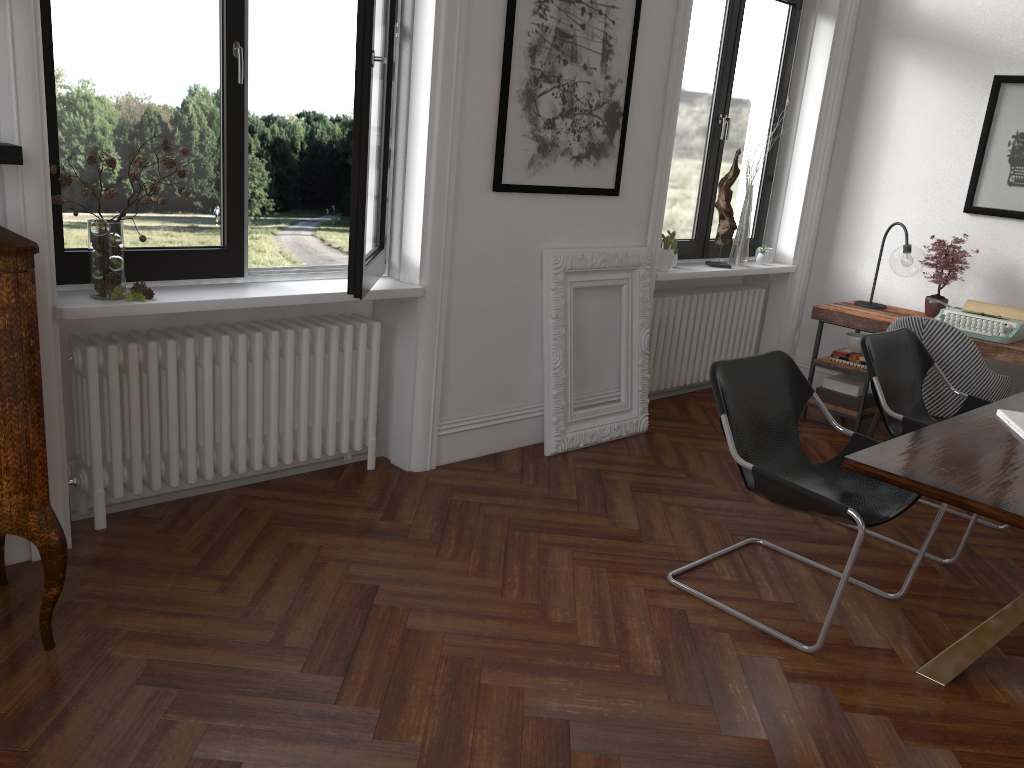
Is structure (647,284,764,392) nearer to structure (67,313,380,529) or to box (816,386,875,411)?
box (816,386,875,411)

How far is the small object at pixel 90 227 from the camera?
3.1m

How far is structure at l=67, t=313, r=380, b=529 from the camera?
3.4 meters

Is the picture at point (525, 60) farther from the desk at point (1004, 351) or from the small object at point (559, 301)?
the desk at point (1004, 351)

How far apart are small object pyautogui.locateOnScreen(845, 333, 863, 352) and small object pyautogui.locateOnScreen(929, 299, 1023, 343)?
0.5m

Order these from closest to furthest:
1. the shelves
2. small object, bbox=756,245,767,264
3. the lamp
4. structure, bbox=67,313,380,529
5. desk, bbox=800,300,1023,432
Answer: the shelves < structure, bbox=67,313,380,529 < desk, bbox=800,300,1023,432 < the lamp < small object, bbox=756,245,767,264

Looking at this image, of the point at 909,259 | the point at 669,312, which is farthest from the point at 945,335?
the point at 669,312

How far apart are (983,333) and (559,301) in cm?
239

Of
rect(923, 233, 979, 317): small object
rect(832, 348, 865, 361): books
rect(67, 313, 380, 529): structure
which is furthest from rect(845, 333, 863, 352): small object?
rect(67, 313, 380, 529): structure

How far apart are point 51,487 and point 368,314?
1.7 meters
